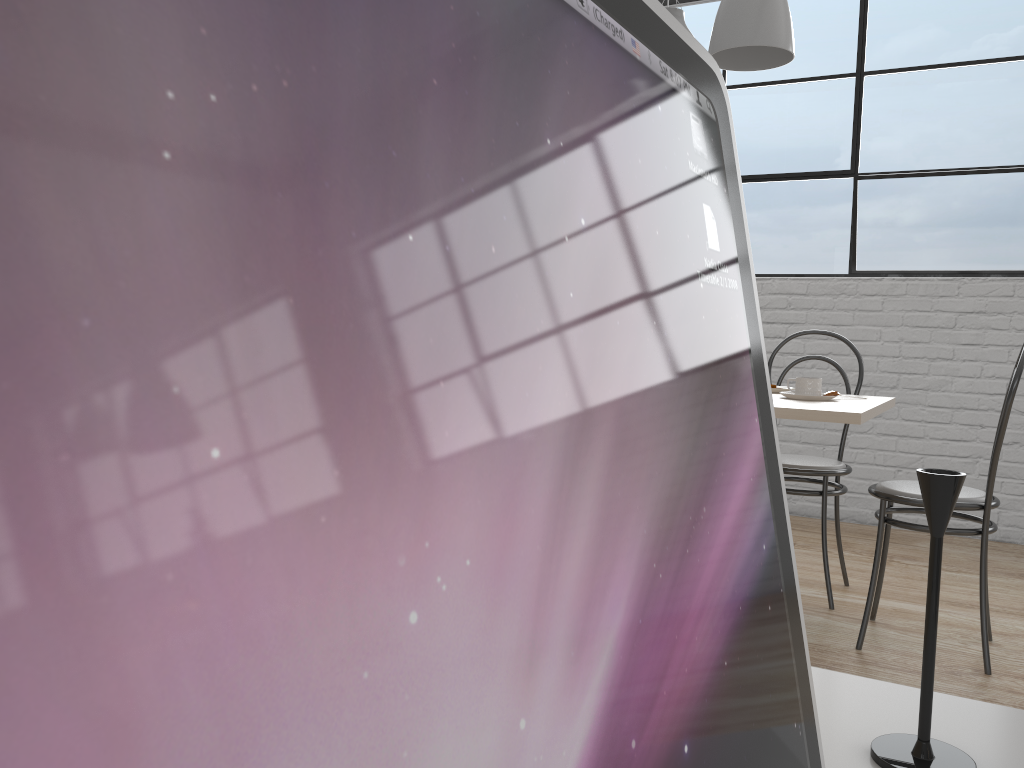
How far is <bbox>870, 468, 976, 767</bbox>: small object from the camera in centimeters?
59cm

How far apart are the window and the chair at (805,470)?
1.02m

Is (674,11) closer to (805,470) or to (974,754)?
(805,470)

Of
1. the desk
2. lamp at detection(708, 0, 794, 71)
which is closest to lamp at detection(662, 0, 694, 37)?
lamp at detection(708, 0, 794, 71)

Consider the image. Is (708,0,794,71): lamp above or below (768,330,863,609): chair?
above

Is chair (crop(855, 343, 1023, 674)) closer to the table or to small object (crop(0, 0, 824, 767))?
the table

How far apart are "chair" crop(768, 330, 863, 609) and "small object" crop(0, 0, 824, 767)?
2.1m

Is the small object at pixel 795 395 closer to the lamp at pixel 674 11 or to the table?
the table

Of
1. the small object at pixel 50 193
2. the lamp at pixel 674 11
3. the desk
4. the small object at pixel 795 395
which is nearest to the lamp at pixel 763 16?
the lamp at pixel 674 11

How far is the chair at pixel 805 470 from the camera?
2.22m
